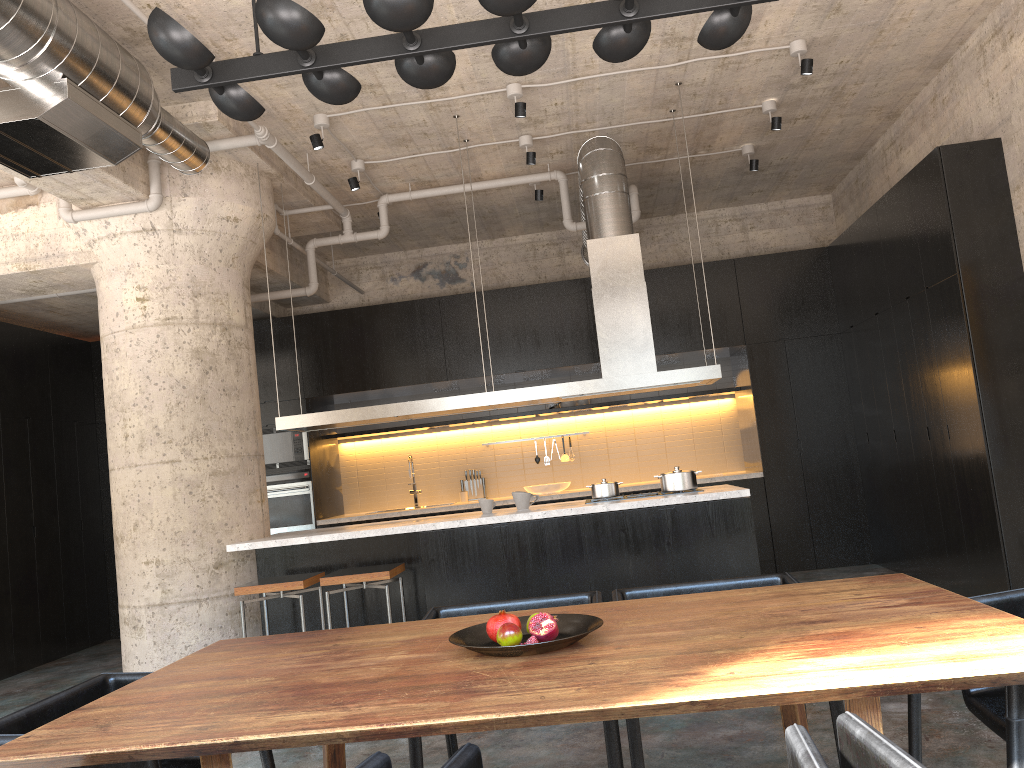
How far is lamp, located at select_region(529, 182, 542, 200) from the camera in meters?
7.8

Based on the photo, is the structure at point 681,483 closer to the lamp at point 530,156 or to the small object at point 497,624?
the lamp at point 530,156

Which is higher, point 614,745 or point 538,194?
point 538,194

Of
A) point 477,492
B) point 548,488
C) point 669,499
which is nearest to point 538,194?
point 548,488

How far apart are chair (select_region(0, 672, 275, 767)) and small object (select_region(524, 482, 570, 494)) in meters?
6.2 m

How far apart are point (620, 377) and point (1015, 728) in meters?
4.1 m

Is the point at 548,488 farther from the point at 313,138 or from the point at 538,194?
the point at 313,138

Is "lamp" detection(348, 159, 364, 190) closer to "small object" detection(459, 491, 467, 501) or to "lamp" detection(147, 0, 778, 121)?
"small object" detection(459, 491, 467, 501)

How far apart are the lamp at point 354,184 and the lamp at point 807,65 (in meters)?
3.27

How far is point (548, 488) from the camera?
8.9m
